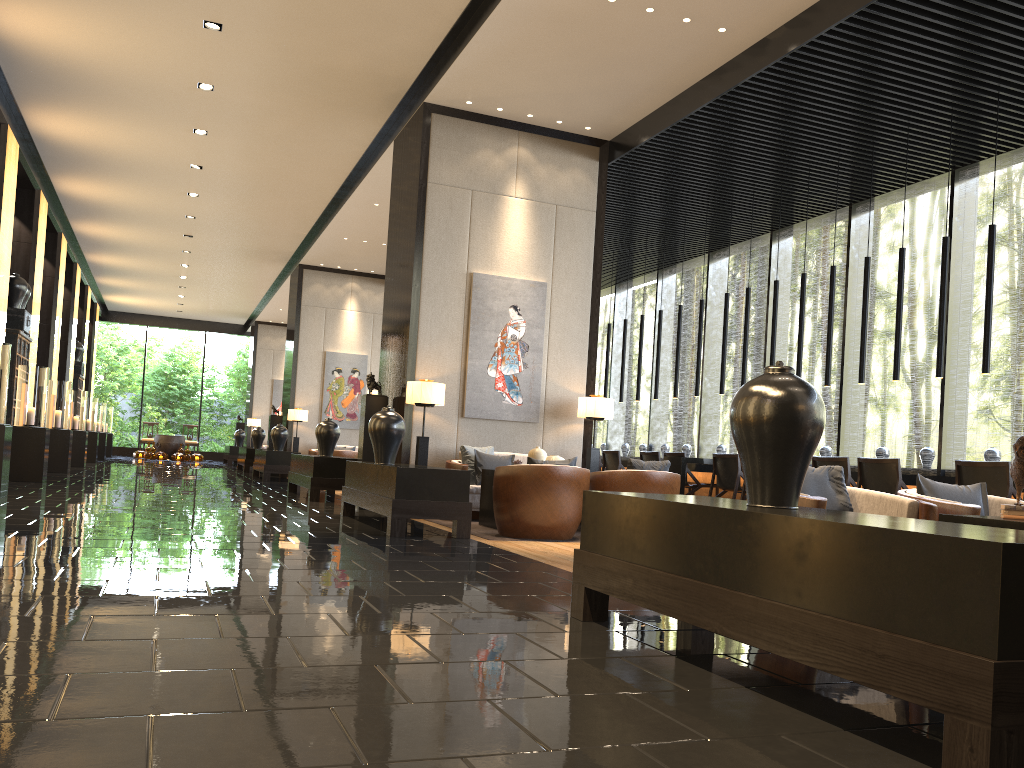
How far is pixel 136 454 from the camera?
25.2m

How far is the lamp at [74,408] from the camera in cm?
1607

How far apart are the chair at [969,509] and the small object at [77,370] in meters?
19.6 m

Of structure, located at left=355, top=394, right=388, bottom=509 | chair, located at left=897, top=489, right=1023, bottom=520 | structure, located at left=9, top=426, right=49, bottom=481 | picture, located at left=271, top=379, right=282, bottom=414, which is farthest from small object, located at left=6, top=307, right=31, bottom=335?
picture, located at left=271, top=379, right=282, bottom=414

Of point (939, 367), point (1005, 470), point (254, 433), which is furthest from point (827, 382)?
point (254, 433)

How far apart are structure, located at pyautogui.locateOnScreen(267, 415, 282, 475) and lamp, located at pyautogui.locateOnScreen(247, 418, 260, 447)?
8.0 meters

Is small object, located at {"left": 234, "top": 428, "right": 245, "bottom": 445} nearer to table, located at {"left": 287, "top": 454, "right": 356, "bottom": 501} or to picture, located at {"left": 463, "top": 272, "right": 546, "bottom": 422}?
table, located at {"left": 287, "top": 454, "right": 356, "bottom": 501}

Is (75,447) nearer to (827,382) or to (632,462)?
(632,462)

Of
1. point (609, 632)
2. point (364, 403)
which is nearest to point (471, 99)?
point (364, 403)

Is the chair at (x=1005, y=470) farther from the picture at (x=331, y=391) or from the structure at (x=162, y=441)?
the structure at (x=162, y=441)
